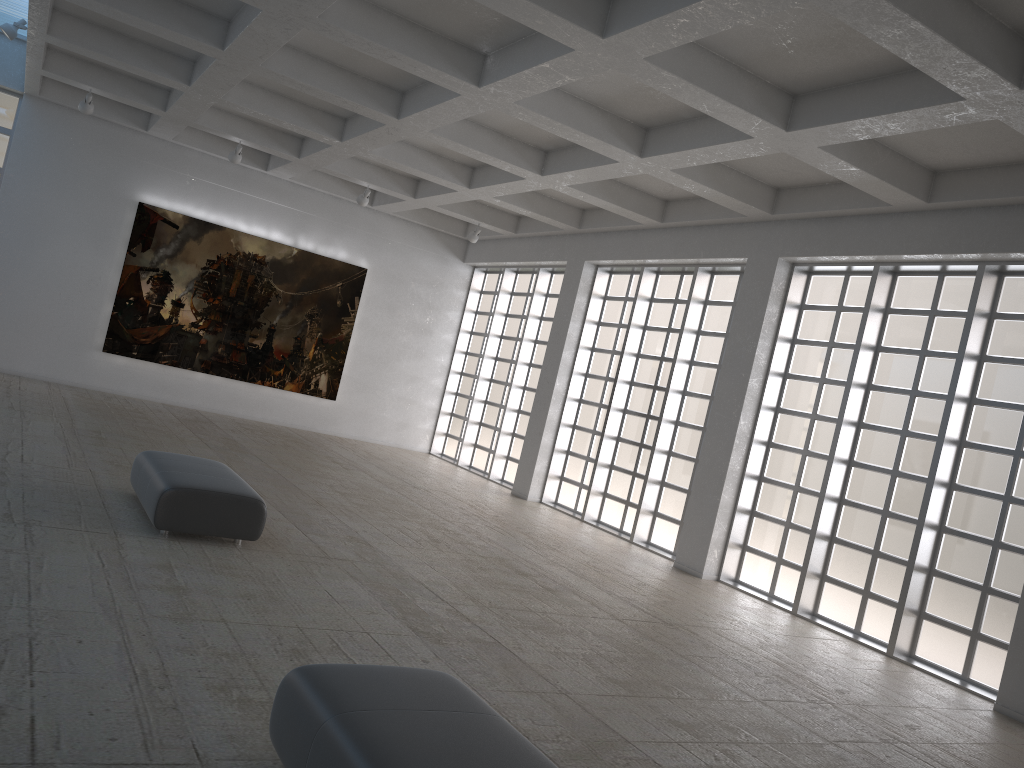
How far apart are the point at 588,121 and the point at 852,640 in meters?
11.6
